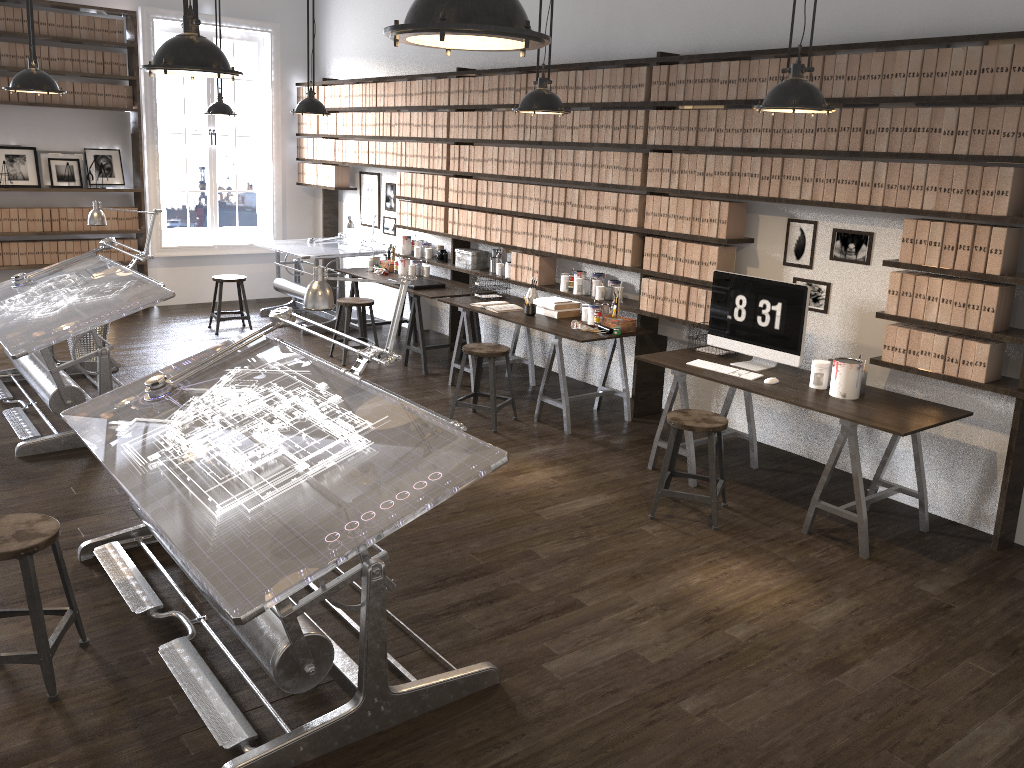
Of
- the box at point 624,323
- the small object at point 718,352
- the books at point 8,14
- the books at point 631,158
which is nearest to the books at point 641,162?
the books at point 631,158

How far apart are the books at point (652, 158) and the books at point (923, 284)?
1.9 meters

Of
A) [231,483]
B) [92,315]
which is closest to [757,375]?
[231,483]

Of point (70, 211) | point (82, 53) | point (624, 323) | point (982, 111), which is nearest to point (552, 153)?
point (624, 323)

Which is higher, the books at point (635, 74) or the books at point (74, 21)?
the books at point (74, 21)

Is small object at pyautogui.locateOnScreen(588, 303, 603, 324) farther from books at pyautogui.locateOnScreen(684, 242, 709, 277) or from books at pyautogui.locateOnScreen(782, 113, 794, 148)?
books at pyautogui.locateOnScreen(782, 113, 794, 148)

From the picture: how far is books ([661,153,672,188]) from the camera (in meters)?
5.63

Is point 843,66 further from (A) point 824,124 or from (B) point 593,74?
(B) point 593,74

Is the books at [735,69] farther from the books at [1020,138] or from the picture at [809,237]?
the books at [1020,138]

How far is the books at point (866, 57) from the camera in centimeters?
450cm
